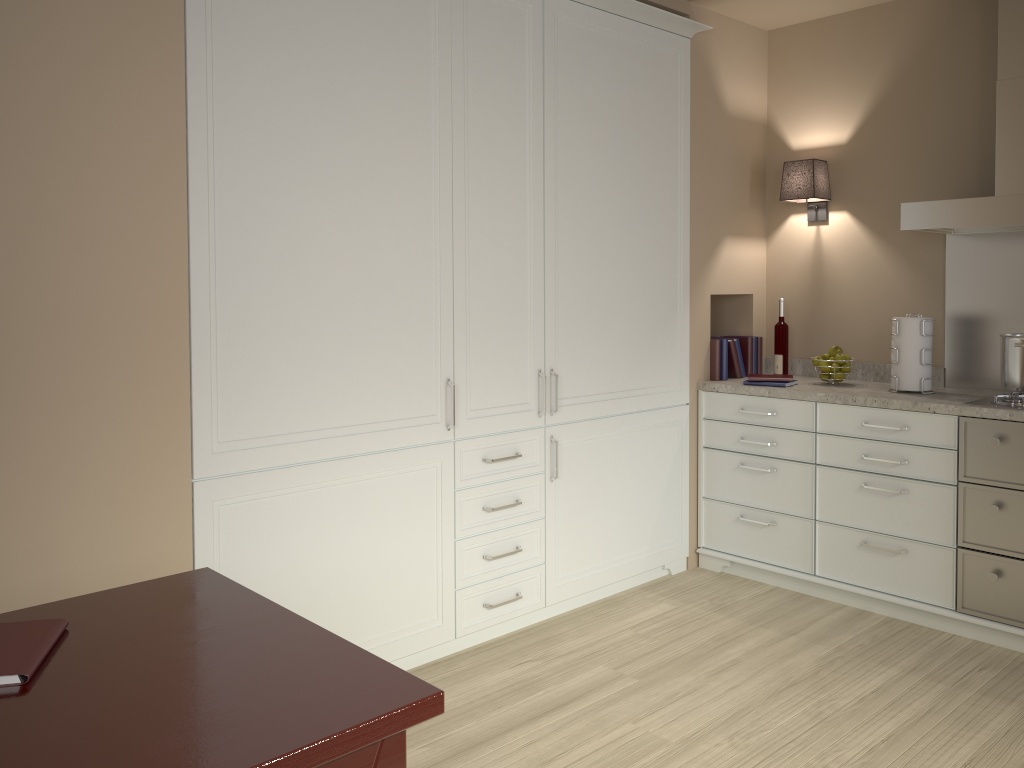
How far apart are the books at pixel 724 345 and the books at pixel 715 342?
0.0 meters

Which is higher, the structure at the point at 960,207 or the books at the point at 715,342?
the structure at the point at 960,207

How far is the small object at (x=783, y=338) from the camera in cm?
395

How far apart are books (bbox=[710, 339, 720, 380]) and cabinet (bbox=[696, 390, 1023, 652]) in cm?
11

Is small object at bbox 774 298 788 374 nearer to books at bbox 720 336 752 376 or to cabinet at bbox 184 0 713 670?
books at bbox 720 336 752 376

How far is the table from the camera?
1.1 meters

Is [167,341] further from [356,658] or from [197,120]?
[356,658]

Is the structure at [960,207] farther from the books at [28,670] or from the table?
the books at [28,670]

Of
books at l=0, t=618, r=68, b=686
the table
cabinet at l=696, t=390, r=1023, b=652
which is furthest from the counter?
books at l=0, t=618, r=68, b=686

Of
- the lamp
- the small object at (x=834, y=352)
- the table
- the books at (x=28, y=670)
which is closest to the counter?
the small object at (x=834, y=352)
